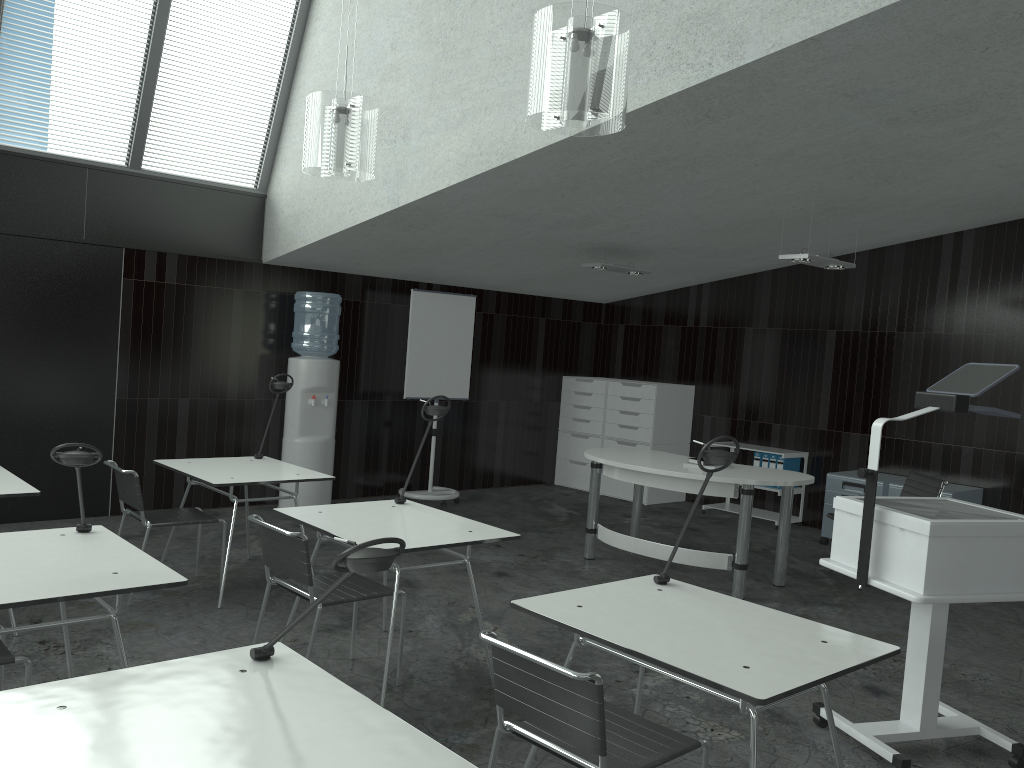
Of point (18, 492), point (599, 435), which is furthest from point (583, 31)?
point (599, 435)

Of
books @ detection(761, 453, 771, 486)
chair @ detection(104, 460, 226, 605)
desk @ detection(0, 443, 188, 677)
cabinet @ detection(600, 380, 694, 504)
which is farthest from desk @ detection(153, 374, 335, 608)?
books @ detection(761, 453, 771, 486)

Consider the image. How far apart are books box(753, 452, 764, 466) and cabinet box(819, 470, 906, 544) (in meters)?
0.85

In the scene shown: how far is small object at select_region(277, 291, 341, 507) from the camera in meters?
7.0 m

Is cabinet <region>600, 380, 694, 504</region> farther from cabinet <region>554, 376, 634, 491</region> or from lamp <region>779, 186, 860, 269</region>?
lamp <region>779, 186, 860, 269</region>

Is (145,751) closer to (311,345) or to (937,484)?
(937,484)

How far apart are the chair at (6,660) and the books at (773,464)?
6.3 meters

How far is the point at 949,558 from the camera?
3.1 meters

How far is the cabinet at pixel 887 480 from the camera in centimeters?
687cm

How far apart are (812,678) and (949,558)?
1.1m
